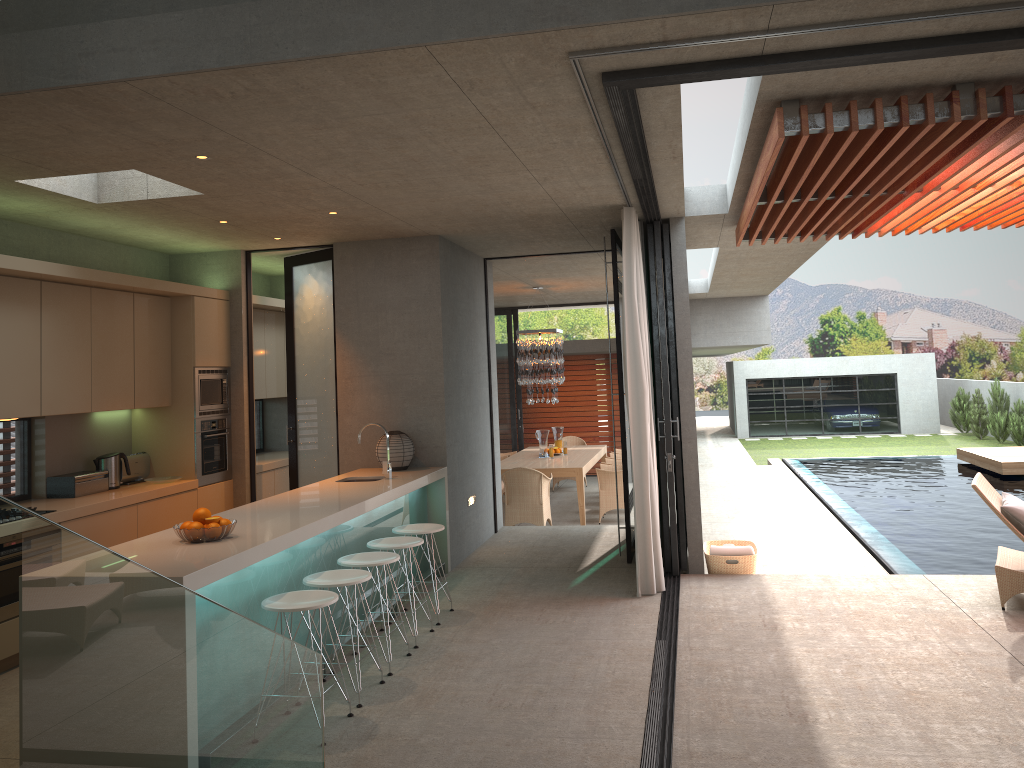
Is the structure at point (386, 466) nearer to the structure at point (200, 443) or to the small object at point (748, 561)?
the structure at point (200, 443)

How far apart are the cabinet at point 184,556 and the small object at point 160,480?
1.43m

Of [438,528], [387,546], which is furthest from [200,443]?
[387,546]

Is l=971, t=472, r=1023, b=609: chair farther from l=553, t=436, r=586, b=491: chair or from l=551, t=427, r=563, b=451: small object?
l=551, t=427, r=563, b=451: small object

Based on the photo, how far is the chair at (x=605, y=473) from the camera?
11.5 meters

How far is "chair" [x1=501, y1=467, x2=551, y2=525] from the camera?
10.7m

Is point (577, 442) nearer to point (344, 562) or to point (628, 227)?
point (628, 227)

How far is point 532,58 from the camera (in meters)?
3.46

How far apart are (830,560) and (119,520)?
6.7 meters

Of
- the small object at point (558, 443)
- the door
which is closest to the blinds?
the door
